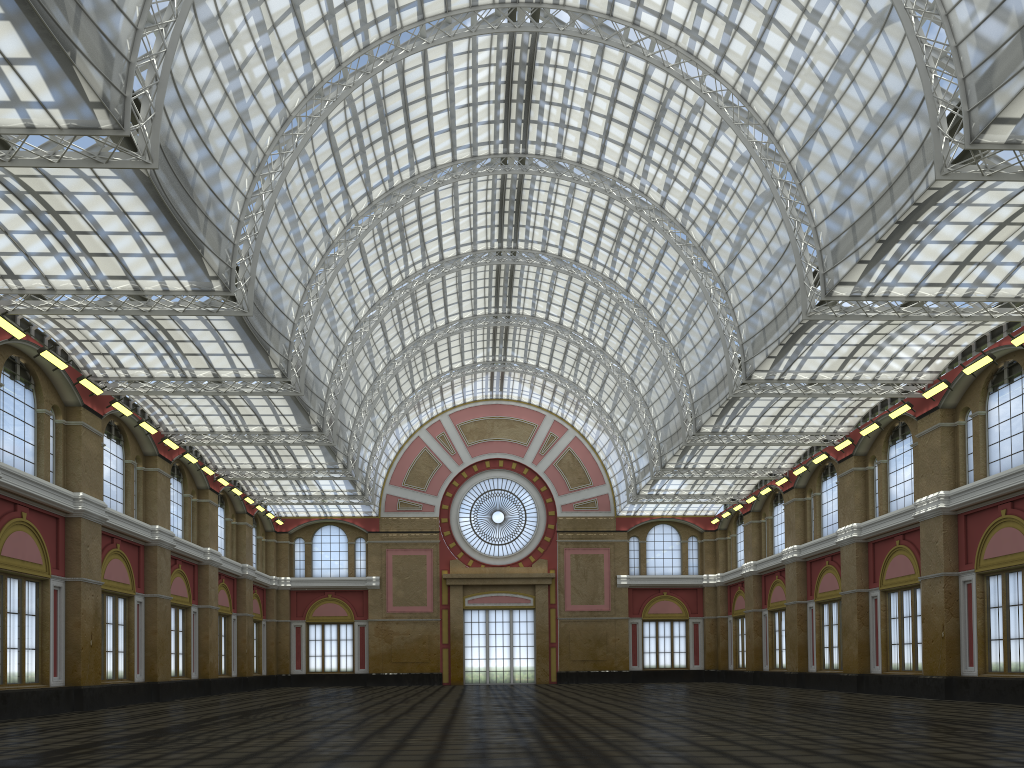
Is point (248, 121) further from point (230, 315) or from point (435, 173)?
point (230, 315)

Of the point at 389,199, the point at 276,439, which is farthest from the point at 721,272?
the point at 276,439
